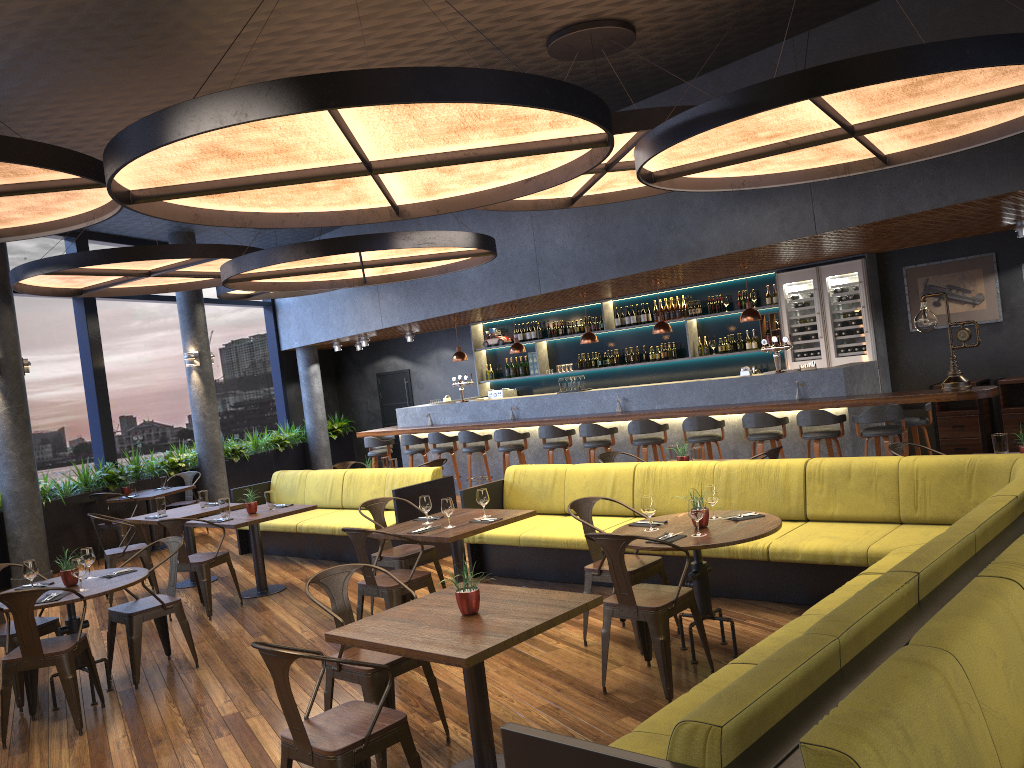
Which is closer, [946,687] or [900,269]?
[946,687]

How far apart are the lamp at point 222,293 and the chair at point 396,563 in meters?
6.8

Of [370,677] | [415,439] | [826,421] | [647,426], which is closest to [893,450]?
[826,421]

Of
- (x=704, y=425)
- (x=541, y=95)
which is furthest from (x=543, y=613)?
(x=704, y=425)

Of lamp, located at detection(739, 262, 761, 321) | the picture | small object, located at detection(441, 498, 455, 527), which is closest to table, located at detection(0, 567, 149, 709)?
small object, located at detection(441, 498, 455, 527)

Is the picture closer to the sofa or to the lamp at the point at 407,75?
the sofa

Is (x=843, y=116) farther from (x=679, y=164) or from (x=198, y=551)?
(x=198, y=551)

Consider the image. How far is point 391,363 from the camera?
17.7 meters

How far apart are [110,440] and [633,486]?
8.5 meters

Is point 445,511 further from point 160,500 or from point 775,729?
point 160,500
